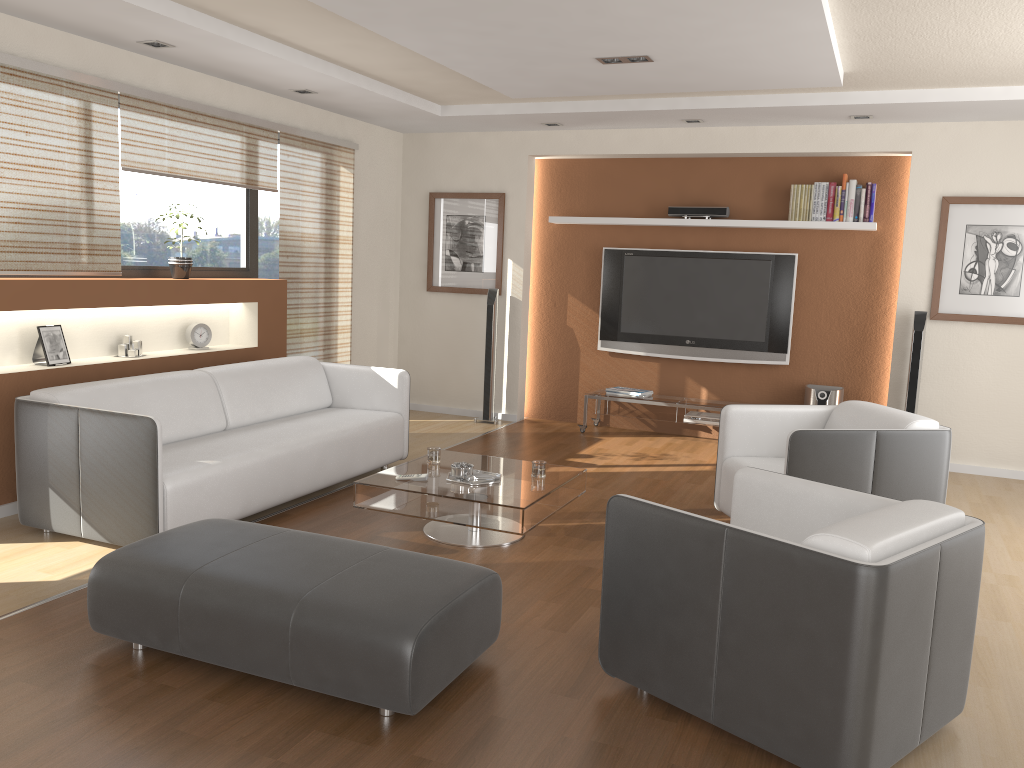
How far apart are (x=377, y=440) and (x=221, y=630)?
2.8m

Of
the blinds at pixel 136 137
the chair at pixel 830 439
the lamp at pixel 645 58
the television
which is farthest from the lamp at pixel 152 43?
the television

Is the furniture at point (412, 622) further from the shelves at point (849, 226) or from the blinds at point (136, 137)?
the shelves at point (849, 226)

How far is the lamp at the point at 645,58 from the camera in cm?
481

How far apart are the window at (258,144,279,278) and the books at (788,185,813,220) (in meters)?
3.99

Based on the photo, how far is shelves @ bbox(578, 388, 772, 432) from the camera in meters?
7.2

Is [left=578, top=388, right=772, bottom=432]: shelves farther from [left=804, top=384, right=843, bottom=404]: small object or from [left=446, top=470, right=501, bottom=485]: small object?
[left=446, top=470, right=501, bottom=485]: small object

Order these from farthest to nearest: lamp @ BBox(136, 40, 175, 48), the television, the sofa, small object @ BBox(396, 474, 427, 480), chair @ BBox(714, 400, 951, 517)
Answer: the television
lamp @ BBox(136, 40, 175, 48)
small object @ BBox(396, 474, 427, 480)
chair @ BBox(714, 400, 951, 517)
the sofa

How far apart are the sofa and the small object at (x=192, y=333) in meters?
0.6 m

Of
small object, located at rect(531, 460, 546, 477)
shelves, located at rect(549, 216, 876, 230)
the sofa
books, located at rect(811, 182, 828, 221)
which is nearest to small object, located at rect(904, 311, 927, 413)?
shelves, located at rect(549, 216, 876, 230)
